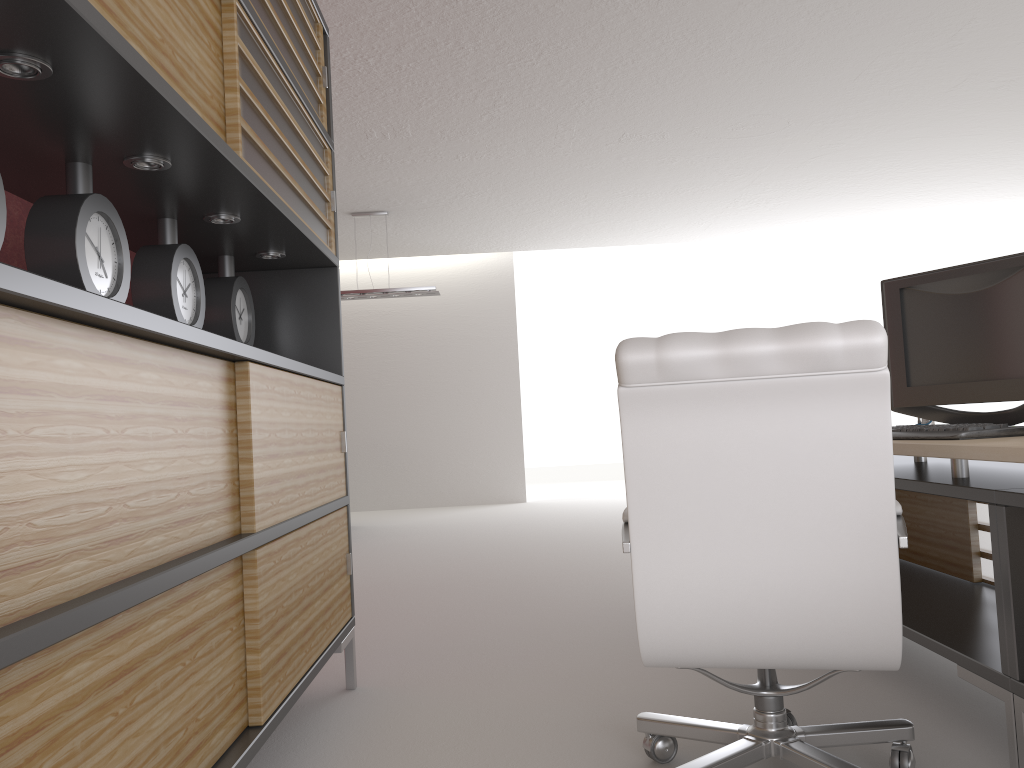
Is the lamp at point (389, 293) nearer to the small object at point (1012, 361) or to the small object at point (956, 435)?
the small object at point (1012, 361)

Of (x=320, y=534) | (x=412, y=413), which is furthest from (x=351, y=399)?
(x=320, y=534)

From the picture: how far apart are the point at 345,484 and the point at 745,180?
9.0 meters

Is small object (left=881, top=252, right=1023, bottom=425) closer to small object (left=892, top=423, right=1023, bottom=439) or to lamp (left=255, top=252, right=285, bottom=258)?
small object (left=892, top=423, right=1023, bottom=439)

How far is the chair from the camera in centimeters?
272cm

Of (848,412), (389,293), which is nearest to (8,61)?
(848,412)

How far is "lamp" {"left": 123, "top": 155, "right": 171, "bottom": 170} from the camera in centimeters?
289cm

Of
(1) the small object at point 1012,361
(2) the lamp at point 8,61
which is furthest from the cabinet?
(1) the small object at point 1012,361

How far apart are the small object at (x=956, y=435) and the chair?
0.7m

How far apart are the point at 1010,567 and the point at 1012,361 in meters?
1.2
